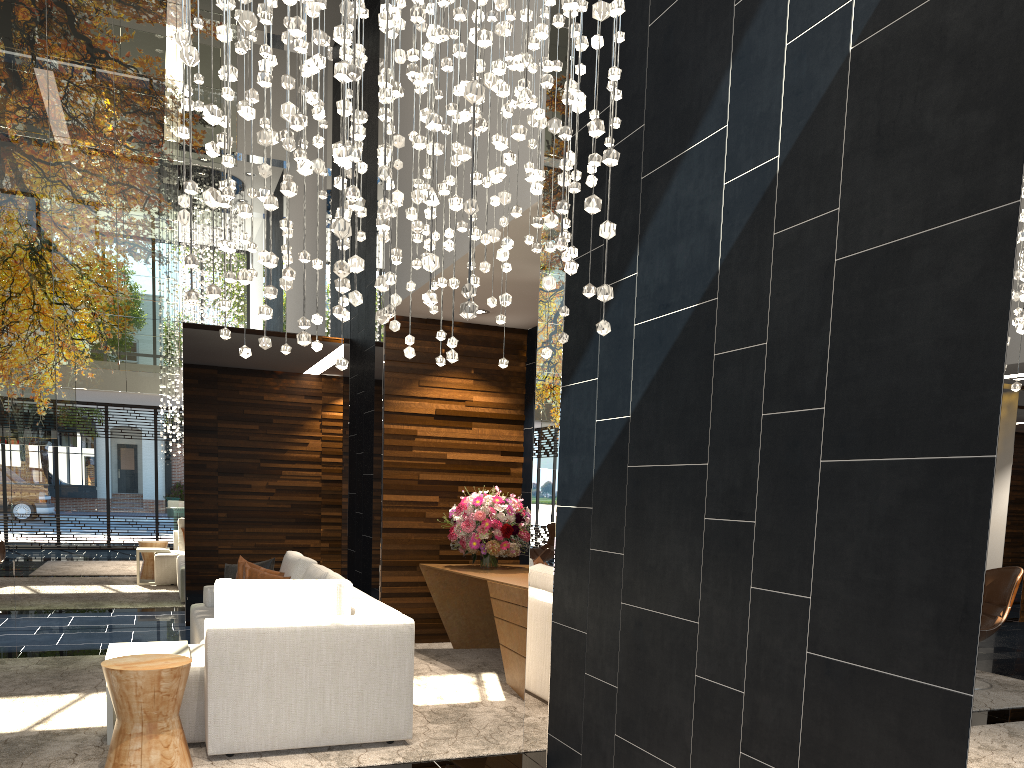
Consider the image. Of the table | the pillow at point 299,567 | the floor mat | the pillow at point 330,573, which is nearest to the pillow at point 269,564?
the pillow at point 299,567

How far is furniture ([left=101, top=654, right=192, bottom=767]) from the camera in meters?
3.7 m

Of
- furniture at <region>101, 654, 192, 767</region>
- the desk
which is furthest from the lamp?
the desk

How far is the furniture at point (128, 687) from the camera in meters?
3.7 m

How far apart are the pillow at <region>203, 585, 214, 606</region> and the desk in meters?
1.7 m

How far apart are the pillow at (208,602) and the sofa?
0.0m

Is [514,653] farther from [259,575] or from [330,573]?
[259,575]

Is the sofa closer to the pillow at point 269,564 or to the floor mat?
the floor mat

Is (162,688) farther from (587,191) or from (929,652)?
(929,652)

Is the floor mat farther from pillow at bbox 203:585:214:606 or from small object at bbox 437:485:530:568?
pillow at bbox 203:585:214:606
